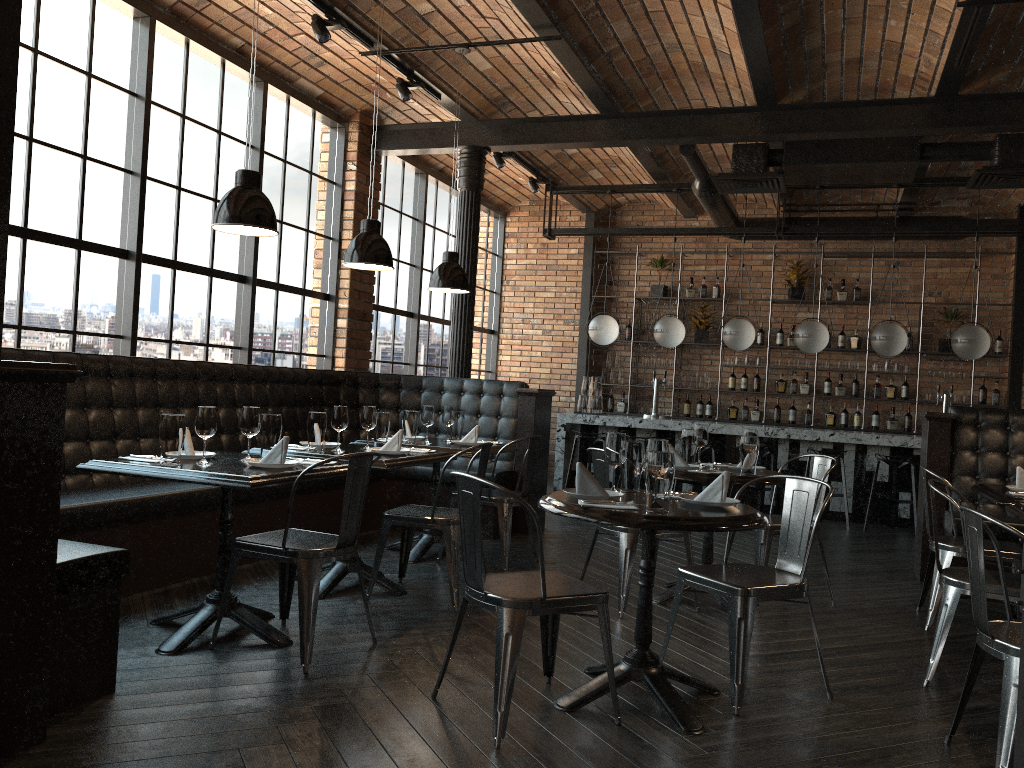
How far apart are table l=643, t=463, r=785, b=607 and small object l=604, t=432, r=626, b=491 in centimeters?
132cm

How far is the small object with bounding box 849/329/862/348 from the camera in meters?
10.6 m

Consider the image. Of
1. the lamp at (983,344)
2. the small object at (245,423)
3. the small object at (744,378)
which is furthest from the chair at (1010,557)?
the small object at (744,378)

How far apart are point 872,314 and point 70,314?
8.90m

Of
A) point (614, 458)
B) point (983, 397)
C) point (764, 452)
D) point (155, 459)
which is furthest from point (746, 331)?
point (155, 459)

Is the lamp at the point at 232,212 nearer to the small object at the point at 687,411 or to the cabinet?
the cabinet

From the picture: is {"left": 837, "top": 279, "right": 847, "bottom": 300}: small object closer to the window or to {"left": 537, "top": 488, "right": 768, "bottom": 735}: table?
the window

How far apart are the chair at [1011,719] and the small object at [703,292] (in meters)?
8.35

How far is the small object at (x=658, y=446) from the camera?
3.2 meters

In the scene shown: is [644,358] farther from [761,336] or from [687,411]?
[761,336]
